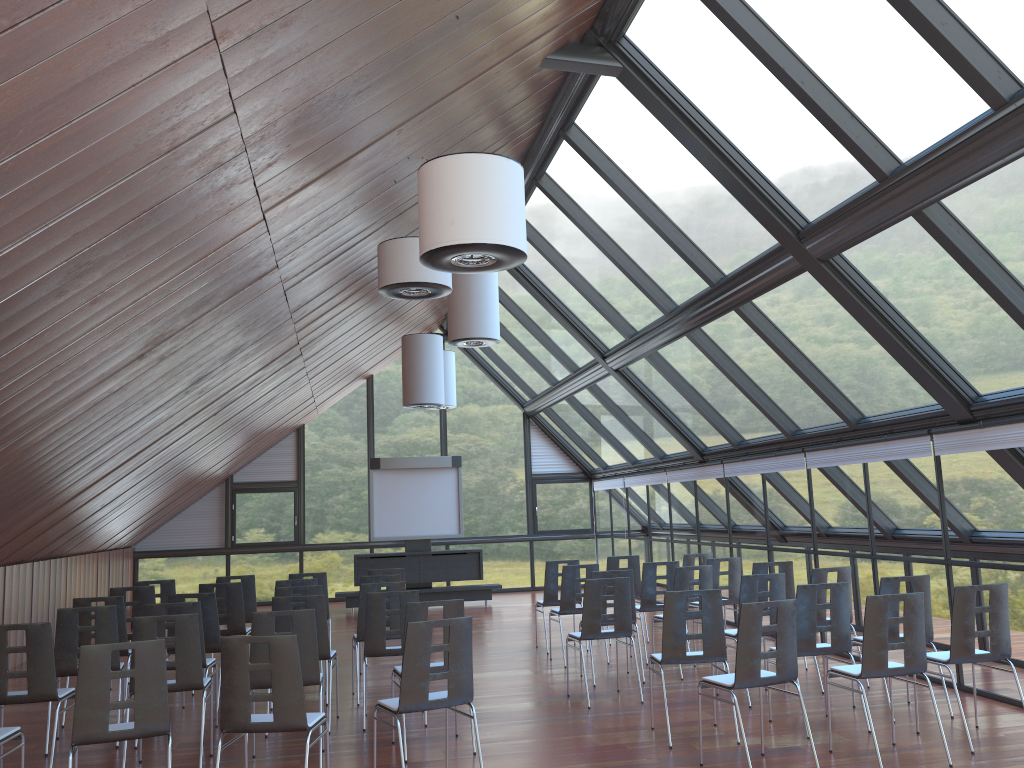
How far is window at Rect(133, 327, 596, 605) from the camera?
19.5m

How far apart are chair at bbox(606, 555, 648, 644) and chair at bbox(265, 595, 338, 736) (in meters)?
5.06

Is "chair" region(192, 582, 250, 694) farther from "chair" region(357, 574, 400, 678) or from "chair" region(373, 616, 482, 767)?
"chair" region(373, 616, 482, 767)

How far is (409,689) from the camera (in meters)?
5.72

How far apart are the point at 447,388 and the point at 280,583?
8.1 meters

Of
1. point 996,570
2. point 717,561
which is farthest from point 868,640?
point 717,561

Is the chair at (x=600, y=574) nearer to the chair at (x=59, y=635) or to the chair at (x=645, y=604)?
the chair at (x=645, y=604)

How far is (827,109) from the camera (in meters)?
6.82

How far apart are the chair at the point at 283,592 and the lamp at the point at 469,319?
3.6m

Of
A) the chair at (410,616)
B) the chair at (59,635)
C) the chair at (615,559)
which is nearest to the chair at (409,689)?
the chair at (410,616)
